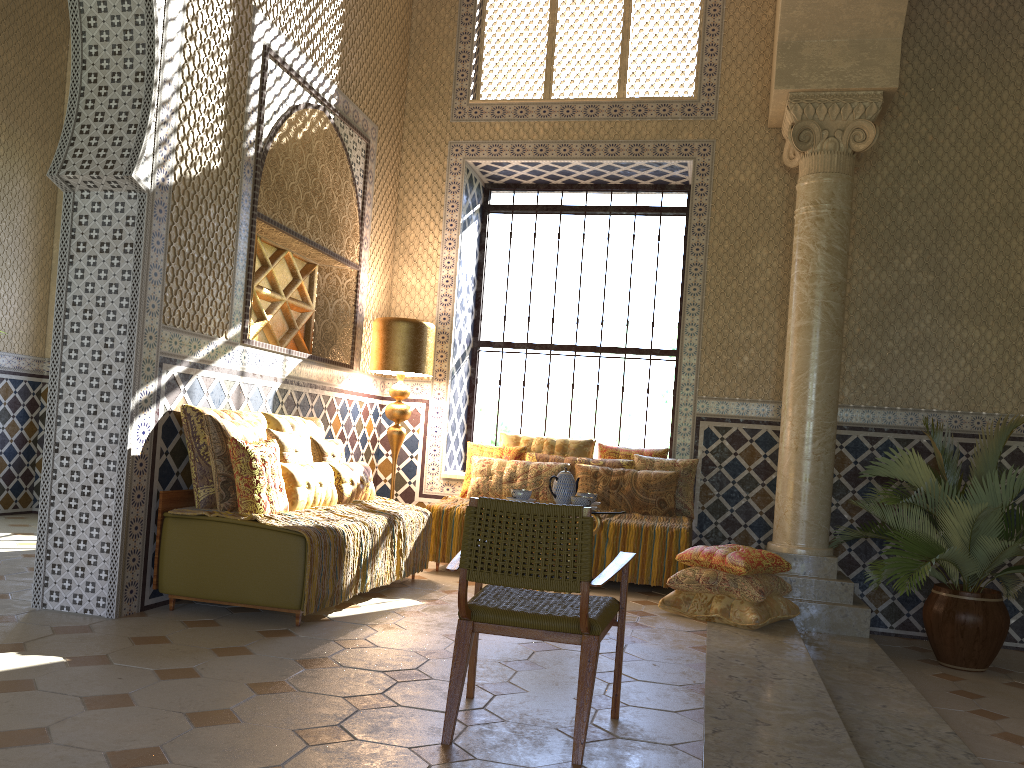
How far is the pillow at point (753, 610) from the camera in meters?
7.7

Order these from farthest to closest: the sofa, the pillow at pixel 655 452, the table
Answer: the pillow at pixel 655 452 < the table < the sofa

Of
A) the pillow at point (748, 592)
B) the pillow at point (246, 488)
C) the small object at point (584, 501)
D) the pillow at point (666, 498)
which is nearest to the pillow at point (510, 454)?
the pillow at point (666, 498)

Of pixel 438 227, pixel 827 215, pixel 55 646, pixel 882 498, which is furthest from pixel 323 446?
pixel 827 215

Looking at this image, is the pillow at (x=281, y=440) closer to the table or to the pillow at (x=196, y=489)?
the pillow at (x=196, y=489)

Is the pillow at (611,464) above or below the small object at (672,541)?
above

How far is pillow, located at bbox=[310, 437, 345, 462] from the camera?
8.4m

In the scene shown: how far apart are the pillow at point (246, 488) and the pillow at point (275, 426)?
0.9 meters

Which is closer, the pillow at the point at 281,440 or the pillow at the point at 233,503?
the pillow at the point at 233,503

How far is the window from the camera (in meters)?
11.62
